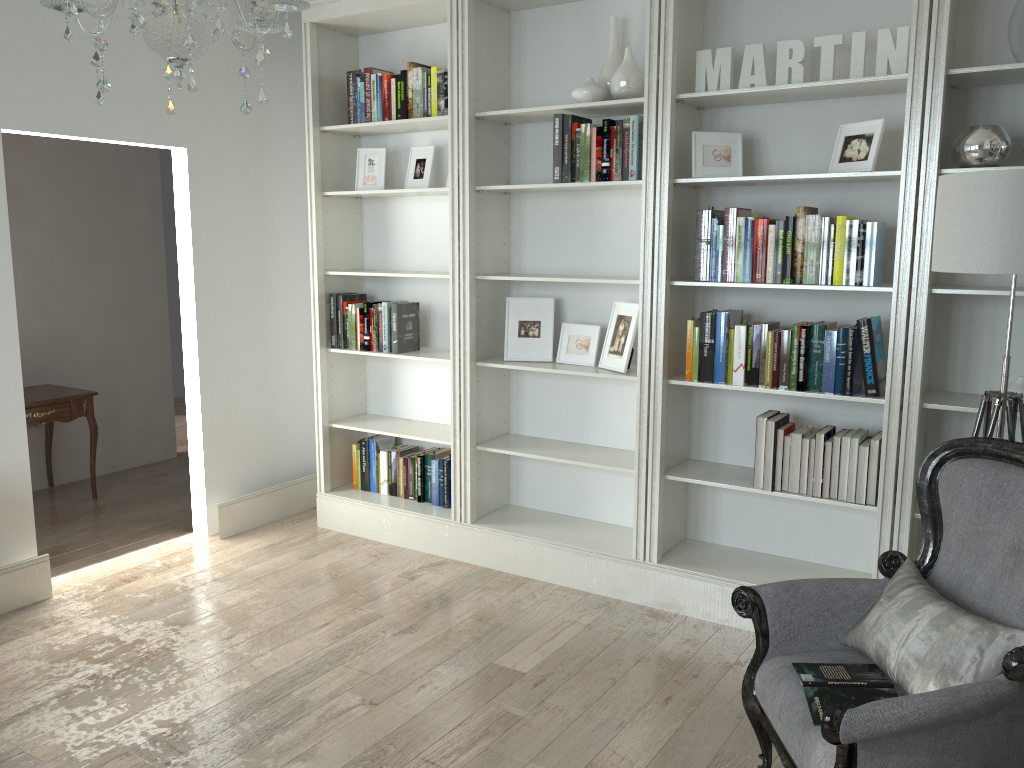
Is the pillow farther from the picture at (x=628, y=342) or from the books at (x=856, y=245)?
the picture at (x=628, y=342)

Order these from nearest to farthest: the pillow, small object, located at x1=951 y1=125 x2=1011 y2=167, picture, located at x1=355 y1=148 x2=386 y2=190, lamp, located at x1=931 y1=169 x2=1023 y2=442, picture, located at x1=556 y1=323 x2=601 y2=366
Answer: the pillow → lamp, located at x1=931 y1=169 x2=1023 y2=442 → small object, located at x1=951 y1=125 x2=1011 y2=167 → picture, located at x1=556 y1=323 x2=601 y2=366 → picture, located at x1=355 y1=148 x2=386 y2=190

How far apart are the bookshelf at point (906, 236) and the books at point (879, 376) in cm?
4

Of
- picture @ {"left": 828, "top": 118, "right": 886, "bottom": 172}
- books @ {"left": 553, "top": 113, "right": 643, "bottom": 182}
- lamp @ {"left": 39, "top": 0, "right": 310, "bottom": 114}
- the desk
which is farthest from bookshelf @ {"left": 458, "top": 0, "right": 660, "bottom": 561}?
the desk

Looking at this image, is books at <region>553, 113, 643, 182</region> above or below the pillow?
Result: above

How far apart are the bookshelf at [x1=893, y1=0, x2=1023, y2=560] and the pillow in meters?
0.8 m

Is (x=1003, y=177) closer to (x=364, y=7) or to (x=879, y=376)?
(x=879, y=376)

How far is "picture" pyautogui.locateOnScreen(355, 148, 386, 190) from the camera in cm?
459

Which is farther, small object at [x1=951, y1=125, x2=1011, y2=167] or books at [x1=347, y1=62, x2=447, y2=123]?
books at [x1=347, y1=62, x2=447, y2=123]

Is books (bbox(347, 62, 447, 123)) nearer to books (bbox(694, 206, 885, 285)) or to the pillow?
books (bbox(694, 206, 885, 285))
